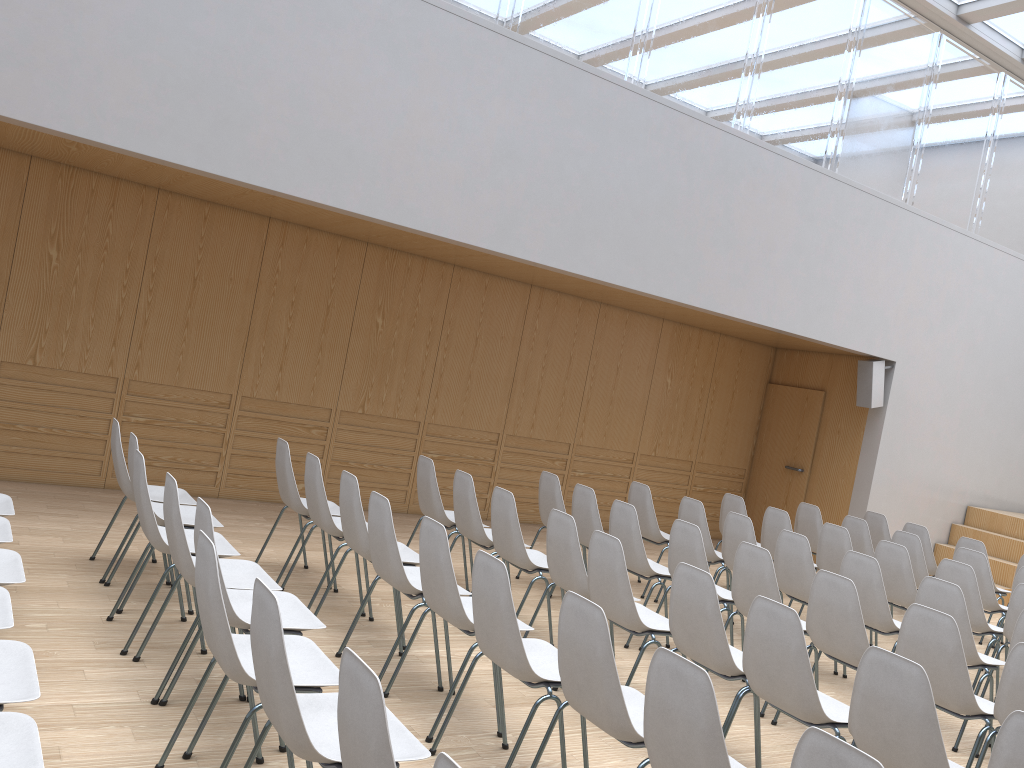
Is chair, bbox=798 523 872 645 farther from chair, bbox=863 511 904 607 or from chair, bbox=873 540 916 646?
chair, bbox=863 511 904 607

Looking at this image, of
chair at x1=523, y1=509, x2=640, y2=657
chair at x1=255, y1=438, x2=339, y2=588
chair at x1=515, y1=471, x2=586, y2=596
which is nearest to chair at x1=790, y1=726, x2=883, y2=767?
chair at x1=523, y1=509, x2=640, y2=657

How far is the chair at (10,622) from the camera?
2.9 meters

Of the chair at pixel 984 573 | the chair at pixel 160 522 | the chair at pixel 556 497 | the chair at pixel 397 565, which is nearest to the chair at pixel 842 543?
the chair at pixel 984 573

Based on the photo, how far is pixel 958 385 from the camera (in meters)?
10.38

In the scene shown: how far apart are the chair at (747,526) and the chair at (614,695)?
3.10m

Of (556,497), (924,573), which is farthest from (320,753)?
(924,573)

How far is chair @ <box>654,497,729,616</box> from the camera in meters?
6.6

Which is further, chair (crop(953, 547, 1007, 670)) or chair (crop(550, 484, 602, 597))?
chair (crop(953, 547, 1007, 670))

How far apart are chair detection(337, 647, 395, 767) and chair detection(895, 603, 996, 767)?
2.96m
